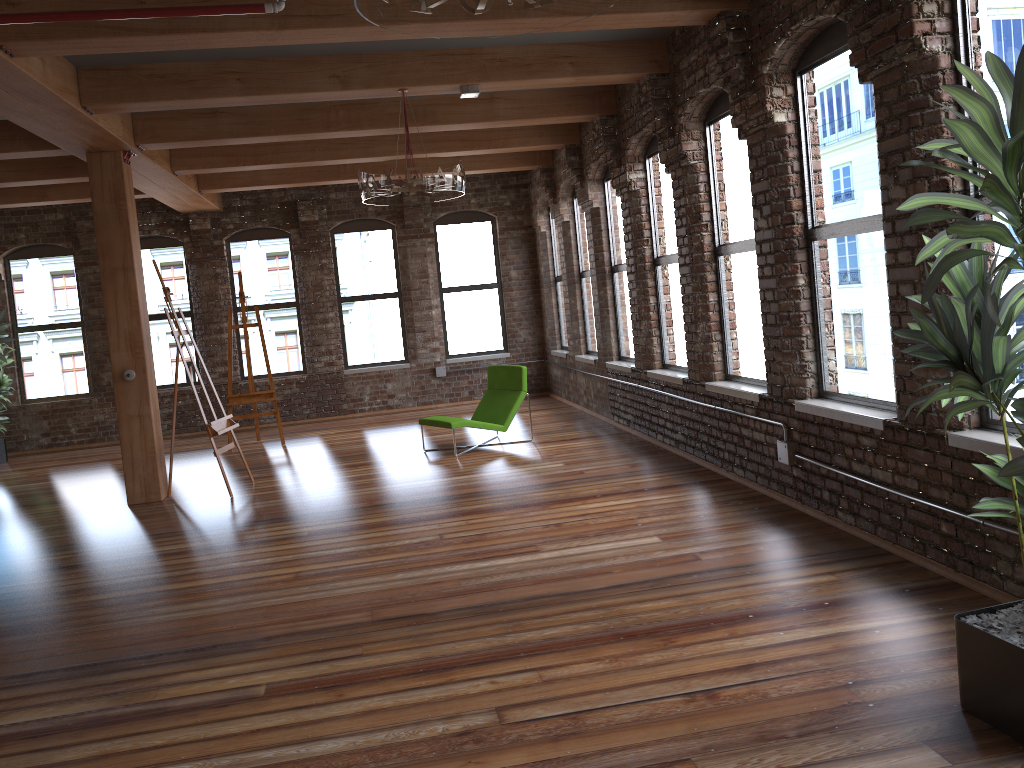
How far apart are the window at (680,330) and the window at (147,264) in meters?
7.3 m

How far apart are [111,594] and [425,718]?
2.79m

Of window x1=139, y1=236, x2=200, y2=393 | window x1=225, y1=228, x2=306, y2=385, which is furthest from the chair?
window x1=139, y1=236, x2=200, y2=393

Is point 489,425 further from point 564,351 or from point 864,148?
point 864,148

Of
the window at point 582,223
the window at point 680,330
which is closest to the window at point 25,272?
the window at point 582,223

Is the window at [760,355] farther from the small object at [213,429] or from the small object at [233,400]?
the small object at [233,400]

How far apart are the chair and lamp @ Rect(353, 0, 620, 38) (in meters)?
6.05

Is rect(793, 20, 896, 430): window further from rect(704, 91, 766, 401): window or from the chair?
the chair

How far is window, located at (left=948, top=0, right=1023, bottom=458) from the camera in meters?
3.6

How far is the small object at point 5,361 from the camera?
11.3m
